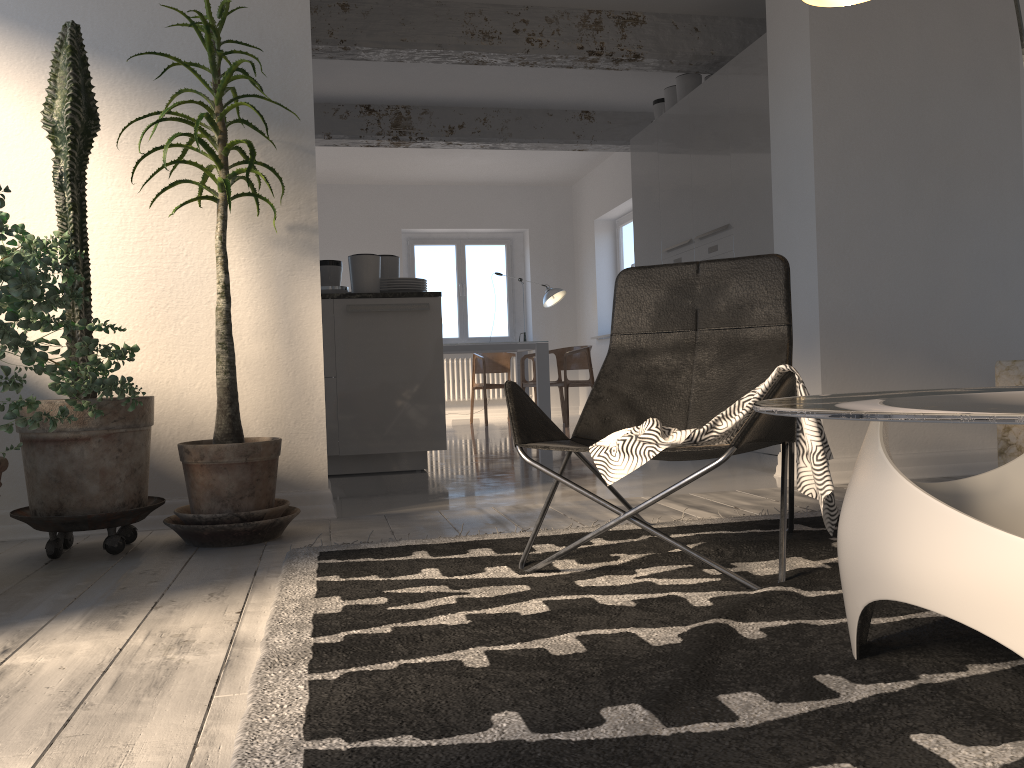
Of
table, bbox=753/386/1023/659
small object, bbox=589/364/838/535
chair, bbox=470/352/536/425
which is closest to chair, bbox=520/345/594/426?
chair, bbox=470/352/536/425

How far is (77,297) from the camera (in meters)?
2.29

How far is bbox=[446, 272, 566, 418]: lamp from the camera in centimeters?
1014cm

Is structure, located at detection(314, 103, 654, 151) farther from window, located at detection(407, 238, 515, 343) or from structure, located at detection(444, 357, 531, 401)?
structure, located at detection(444, 357, 531, 401)

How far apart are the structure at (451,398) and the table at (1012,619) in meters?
9.6 m

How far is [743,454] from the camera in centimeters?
531cm

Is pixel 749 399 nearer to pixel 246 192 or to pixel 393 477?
pixel 246 192

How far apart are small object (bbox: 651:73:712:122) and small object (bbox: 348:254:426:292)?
2.6m

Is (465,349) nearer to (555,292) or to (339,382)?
(555,292)

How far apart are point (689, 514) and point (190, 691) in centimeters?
203cm
